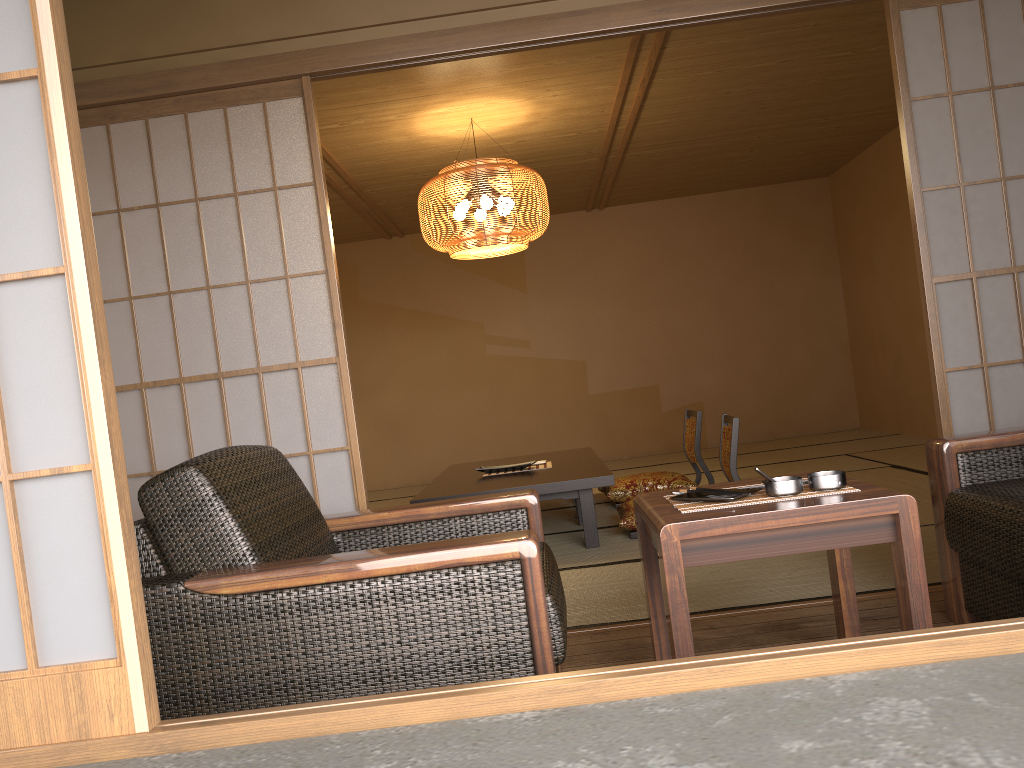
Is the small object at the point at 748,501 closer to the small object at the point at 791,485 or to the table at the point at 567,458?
the small object at the point at 791,485

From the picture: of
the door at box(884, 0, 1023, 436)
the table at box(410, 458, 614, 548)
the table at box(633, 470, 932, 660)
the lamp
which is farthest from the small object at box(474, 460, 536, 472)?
the table at box(633, 470, 932, 660)

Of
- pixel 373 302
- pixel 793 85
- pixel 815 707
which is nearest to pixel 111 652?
pixel 815 707

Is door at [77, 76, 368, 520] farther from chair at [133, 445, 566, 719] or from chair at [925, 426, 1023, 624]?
chair at [925, 426, 1023, 624]

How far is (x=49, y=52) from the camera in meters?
1.3

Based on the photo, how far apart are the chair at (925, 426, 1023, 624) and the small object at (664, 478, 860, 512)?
0.5 meters

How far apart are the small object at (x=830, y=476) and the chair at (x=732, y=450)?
2.33m

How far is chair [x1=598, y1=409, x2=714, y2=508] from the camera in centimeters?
549cm

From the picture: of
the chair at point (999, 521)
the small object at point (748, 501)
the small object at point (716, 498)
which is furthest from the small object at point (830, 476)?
the chair at point (999, 521)

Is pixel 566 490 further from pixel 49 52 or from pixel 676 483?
pixel 49 52
